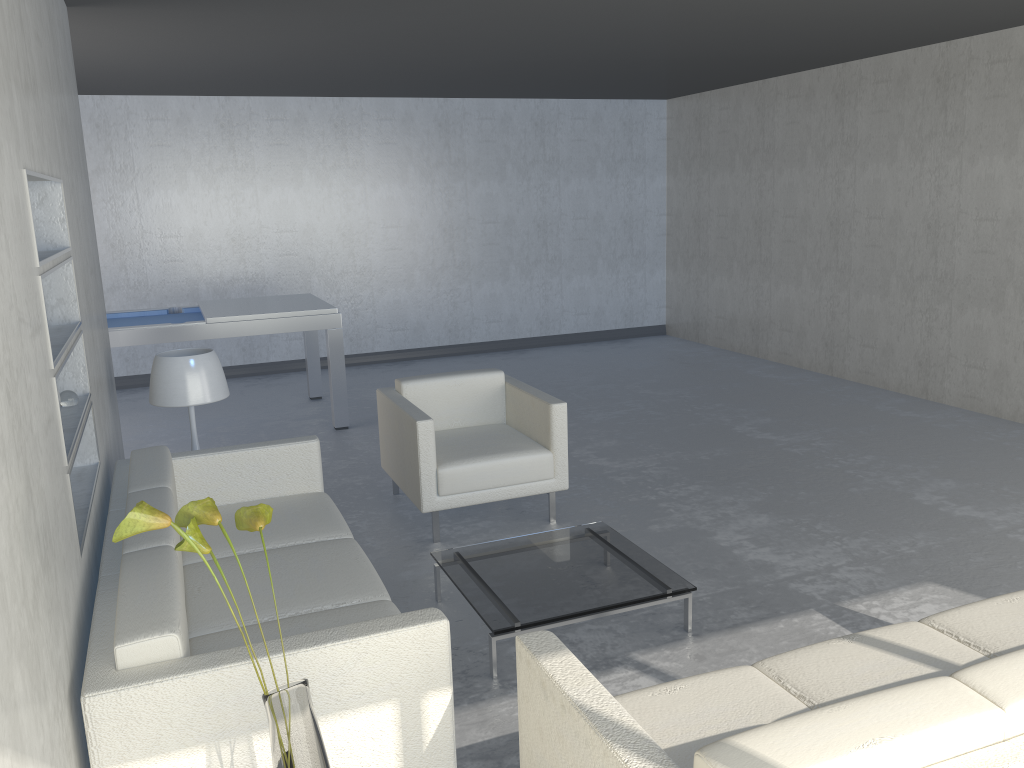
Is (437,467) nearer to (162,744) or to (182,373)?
(182,373)

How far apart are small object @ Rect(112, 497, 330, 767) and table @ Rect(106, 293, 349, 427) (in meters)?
4.13

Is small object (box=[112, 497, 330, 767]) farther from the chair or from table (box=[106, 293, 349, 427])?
table (box=[106, 293, 349, 427])

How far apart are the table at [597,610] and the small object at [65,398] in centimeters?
142cm

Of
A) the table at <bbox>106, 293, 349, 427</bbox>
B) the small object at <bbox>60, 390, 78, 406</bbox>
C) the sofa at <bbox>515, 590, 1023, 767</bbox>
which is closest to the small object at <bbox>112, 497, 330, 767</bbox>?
the sofa at <bbox>515, 590, 1023, 767</bbox>

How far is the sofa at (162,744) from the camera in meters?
1.9 m

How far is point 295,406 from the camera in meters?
7.0 m

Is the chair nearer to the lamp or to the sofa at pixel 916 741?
the lamp

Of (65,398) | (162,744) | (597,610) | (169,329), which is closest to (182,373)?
(65,398)

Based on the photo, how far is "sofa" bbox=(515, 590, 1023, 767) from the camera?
1.5 meters
